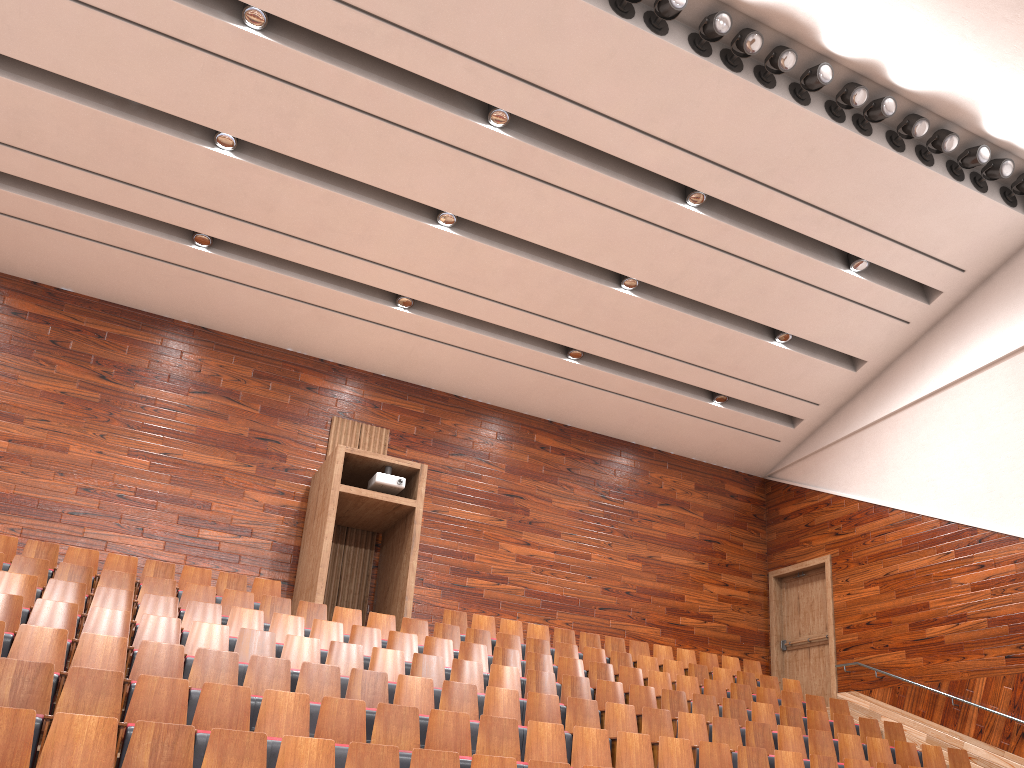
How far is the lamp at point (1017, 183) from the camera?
1.09m

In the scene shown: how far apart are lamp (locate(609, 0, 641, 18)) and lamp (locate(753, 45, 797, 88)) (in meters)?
0.16

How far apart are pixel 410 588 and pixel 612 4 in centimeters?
68cm

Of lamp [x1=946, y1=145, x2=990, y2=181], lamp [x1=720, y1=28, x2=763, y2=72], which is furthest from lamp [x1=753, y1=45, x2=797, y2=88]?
lamp [x1=946, y1=145, x2=990, y2=181]

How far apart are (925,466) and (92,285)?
1.1m

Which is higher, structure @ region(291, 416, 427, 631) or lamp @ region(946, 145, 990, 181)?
lamp @ region(946, 145, 990, 181)

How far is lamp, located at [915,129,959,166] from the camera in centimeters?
102cm

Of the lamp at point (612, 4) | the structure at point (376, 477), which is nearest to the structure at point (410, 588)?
the structure at point (376, 477)

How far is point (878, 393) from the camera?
1.3m

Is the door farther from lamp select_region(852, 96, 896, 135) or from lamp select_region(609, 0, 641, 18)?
lamp select_region(609, 0, 641, 18)
